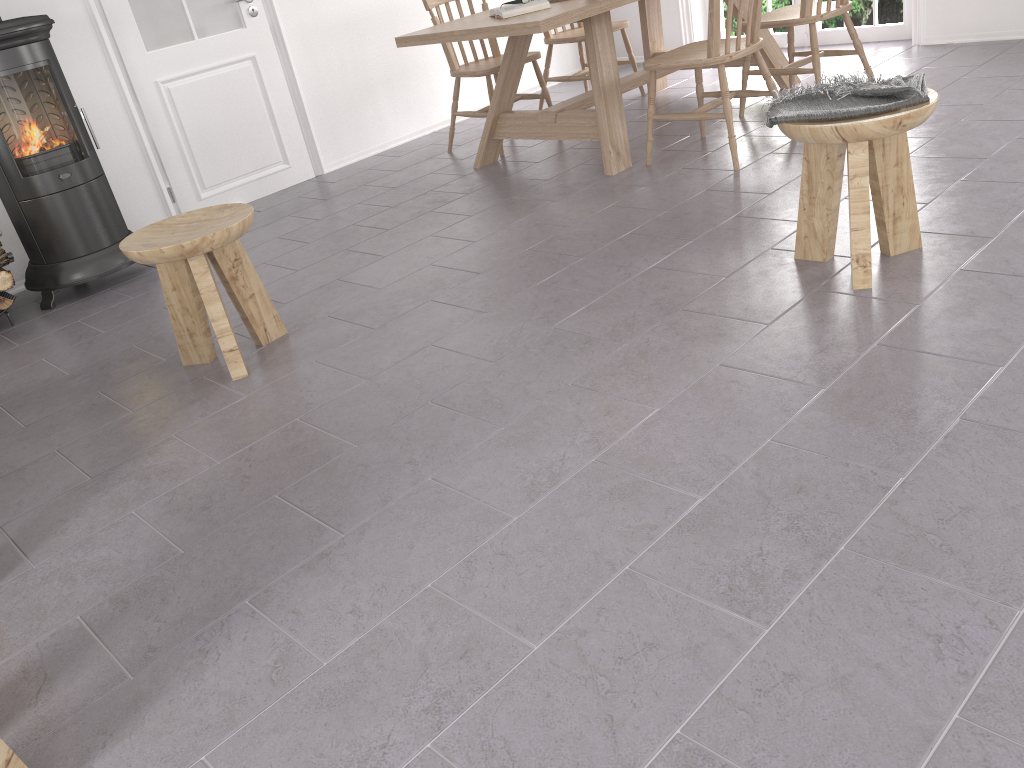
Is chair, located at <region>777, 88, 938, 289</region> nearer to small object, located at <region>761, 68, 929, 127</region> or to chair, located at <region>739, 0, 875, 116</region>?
small object, located at <region>761, 68, 929, 127</region>

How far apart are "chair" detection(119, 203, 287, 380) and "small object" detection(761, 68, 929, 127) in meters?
1.6 m

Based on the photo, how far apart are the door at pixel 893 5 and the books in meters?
2.7 m

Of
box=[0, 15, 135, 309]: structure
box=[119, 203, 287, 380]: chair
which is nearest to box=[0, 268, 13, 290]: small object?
box=[0, 15, 135, 309]: structure

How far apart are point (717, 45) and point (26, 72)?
2.93m

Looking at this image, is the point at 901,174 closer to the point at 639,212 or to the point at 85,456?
the point at 639,212

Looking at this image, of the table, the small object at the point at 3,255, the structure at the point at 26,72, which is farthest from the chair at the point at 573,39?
the small object at the point at 3,255

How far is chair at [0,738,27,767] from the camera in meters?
1.4 m

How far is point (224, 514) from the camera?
2.2 meters

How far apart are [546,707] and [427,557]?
0.5 meters
